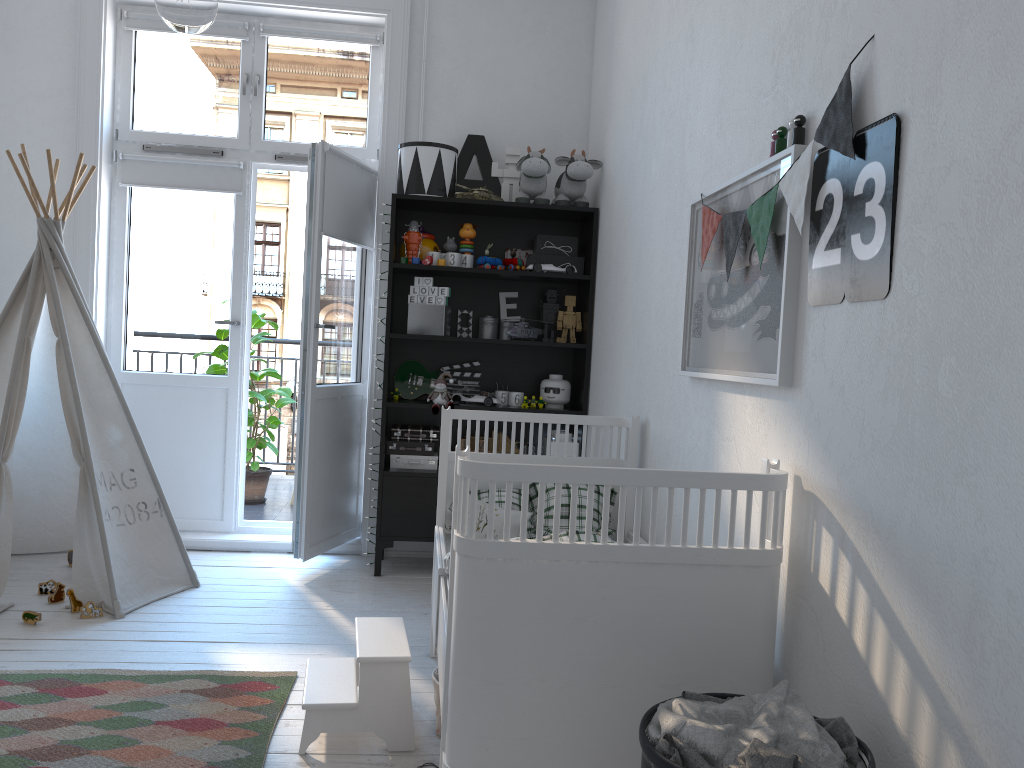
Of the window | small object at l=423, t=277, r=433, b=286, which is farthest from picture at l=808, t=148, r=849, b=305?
the window

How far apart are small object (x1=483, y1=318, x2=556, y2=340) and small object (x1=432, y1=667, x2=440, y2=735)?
1.84m

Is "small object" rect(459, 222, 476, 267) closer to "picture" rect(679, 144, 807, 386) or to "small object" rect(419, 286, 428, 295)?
"small object" rect(419, 286, 428, 295)

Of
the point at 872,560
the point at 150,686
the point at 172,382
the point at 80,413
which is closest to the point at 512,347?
the point at 172,382

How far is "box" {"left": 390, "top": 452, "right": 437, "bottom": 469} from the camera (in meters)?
4.00

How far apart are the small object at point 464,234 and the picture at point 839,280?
2.4m

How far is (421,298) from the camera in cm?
394

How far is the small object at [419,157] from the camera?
3.9 meters

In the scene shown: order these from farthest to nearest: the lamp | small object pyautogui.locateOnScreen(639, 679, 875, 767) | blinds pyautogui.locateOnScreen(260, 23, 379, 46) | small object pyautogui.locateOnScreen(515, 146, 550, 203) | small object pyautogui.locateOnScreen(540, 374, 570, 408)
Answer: blinds pyautogui.locateOnScreen(260, 23, 379, 46)
small object pyautogui.locateOnScreen(540, 374, 570, 408)
small object pyautogui.locateOnScreen(515, 146, 550, 203)
small object pyautogui.locateOnScreen(639, 679, 875, 767)
the lamp

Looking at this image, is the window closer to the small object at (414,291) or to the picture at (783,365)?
the small object at (414,291)
